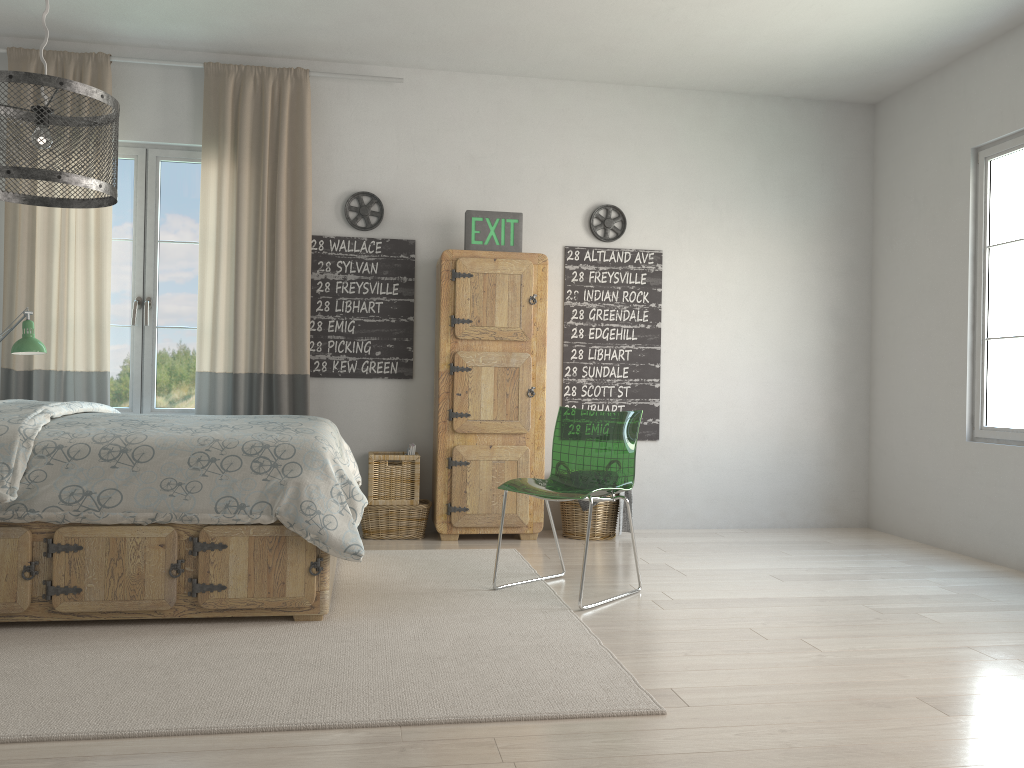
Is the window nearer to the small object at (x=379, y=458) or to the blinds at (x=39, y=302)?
the blinds at (x=39, y=302)

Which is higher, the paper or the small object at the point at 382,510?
the paper

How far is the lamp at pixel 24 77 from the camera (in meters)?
2.18

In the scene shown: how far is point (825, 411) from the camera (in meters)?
5.51

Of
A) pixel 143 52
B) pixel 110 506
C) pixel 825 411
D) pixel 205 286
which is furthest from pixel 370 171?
pixel 825 411

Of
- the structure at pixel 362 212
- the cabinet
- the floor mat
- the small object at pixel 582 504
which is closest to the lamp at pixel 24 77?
the floor mat

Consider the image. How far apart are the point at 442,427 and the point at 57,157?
2.5m

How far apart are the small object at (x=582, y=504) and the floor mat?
0.6 meters

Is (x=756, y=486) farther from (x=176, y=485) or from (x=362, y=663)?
(x=176, y=485)

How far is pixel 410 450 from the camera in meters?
4.8 m
